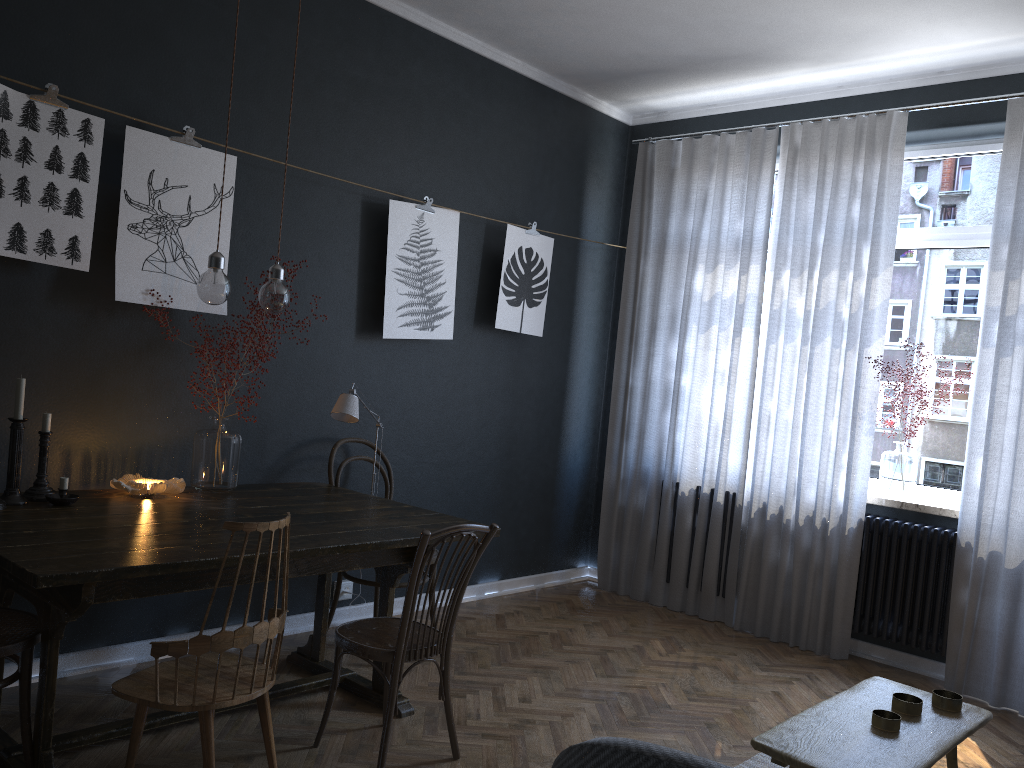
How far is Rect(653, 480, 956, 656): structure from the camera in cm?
424

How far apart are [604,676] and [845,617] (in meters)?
1.41

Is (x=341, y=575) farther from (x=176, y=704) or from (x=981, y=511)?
(x=981, y=511)

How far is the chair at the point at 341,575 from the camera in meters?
4.0 m

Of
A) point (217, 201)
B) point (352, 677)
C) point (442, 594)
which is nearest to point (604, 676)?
point (352, 677)

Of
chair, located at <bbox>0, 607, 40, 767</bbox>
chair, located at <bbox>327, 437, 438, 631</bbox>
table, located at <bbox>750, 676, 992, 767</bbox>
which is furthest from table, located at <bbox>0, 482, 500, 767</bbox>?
table, located at <bbox>750, 676, 992, 767</bbox>

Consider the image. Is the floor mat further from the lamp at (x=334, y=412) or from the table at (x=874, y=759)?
the lamp at (x=334, y=412)

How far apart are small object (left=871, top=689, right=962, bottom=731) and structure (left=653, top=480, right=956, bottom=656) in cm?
210

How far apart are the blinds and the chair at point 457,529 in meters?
2.4

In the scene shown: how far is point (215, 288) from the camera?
2.9 meters
